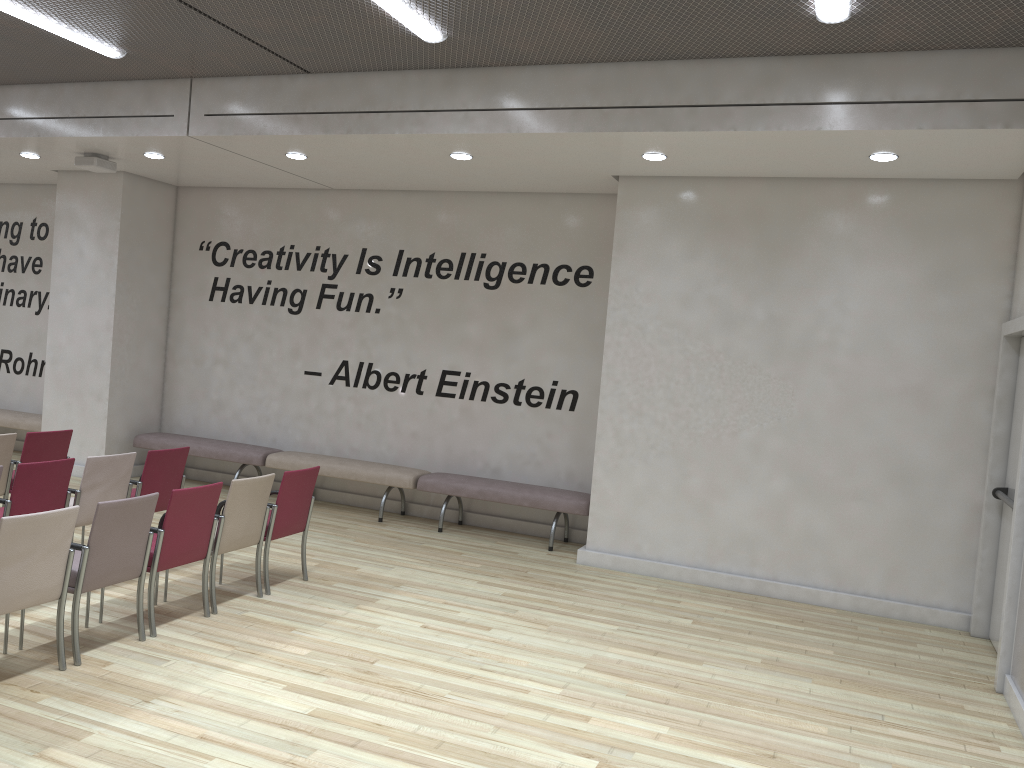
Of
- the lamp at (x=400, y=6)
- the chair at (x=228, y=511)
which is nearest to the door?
the lamp at (x=400, y=6)

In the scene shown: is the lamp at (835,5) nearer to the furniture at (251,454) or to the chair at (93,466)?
the chair at (93,466)

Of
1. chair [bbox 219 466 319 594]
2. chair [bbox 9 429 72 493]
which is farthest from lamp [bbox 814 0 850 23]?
chair [bbox 9 429 72 493]

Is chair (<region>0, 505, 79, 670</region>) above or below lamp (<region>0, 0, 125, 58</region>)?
below

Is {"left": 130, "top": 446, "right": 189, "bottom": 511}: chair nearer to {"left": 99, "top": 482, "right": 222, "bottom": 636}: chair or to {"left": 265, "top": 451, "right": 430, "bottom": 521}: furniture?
{"left": 99, "top": 482, "right": 222, "bottom": 636}: chair

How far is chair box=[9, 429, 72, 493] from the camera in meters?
7.2

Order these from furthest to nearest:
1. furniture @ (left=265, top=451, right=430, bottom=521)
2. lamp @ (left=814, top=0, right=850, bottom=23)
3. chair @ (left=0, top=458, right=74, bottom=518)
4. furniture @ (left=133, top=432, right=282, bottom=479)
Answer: furniture @ (left=133, top=432, right=282, bottom=479)
furniture @ (left=265, top=451, right=430, bottom=521)
chair @ (left=0, top=458, right=74, bottom=518)
lamp @ (left=814, top=0, right=850, bottom=23)

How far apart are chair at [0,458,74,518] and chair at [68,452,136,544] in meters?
0.1 m

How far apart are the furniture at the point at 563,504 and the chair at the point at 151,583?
3.41m

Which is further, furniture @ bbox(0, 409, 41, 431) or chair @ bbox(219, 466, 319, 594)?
furniture @ bbox(0, 409, 41, 431)
